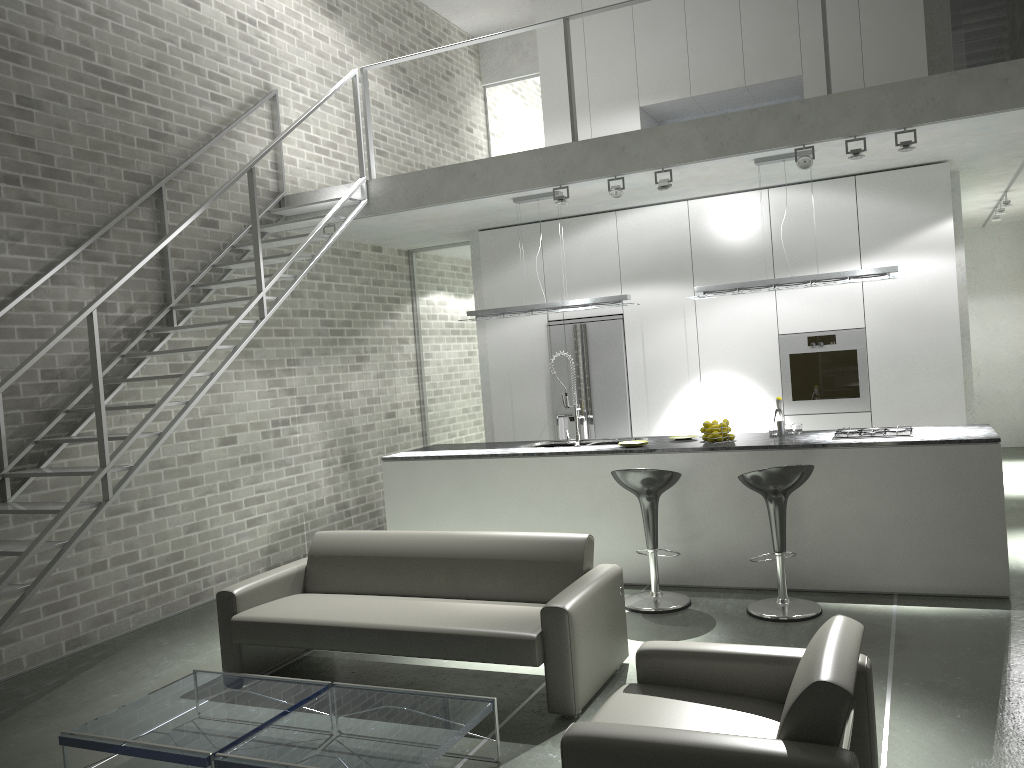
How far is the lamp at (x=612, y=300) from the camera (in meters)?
6.96

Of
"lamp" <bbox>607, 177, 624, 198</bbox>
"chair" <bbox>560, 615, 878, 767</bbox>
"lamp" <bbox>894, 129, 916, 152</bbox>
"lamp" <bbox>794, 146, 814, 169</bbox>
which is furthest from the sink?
"chair" <bbox>560, 615, 878, 767</bbox>

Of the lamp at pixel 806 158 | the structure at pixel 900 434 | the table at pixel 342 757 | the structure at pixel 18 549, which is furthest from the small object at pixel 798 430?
the structure at pixel 18 549

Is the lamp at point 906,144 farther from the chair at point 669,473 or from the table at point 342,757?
the table at point 342,757

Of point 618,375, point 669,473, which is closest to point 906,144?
point 669,473

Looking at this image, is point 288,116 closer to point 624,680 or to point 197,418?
point 197,418

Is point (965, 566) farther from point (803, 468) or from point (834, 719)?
point (834, 719)

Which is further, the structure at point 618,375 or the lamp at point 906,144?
the structure at point 618,375

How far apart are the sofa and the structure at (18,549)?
0.80m

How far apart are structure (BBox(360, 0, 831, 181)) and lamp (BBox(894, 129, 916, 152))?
2.3m
